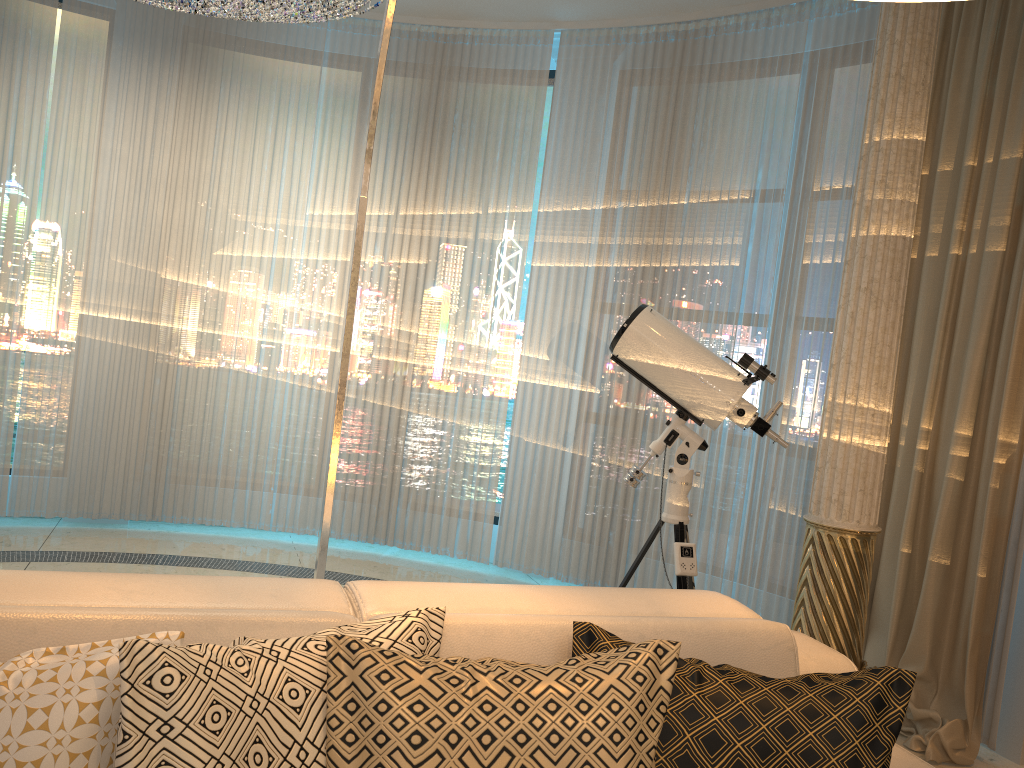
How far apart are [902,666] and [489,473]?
2.3m

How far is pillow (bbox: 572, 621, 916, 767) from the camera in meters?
1.4 m

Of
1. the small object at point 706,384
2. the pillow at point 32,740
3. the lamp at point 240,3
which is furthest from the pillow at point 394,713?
the lamp at point 240,3

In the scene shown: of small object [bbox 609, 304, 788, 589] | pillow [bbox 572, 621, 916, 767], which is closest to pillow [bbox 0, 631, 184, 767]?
pillow [bbox 572, 621, 916, 767]

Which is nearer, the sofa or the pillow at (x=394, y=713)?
the pillow at (x=394, y=713)

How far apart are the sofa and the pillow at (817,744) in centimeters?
7cm

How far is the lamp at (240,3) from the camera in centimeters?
364cm

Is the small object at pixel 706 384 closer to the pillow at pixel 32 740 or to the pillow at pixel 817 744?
the pillow at pixel 817 744

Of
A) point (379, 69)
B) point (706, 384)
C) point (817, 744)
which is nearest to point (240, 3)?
point (379, 69)

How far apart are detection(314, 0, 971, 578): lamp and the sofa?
0.3m
